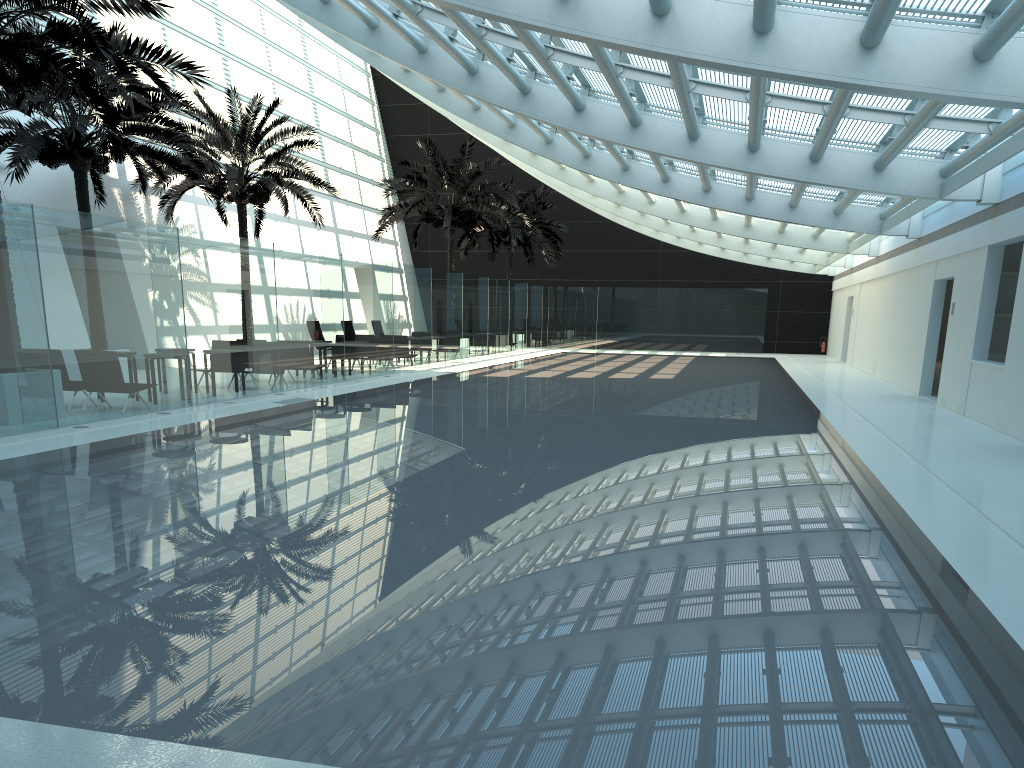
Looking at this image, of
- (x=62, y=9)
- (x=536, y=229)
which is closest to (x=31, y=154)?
(x=62, y=9)

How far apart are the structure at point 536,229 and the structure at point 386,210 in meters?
4.6 m

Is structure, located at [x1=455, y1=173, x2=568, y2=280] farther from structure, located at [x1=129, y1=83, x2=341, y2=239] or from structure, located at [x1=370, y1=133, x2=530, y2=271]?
structure, located at [x1=129, y1=83, x2=341, y2=239]

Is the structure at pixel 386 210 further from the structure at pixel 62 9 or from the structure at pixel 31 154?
the structure at pixel 62 9

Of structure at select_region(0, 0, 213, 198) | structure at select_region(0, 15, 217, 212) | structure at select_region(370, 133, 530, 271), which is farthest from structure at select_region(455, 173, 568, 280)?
structure at select_region(0, 0, 213, 198)

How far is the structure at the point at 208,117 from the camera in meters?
21.5

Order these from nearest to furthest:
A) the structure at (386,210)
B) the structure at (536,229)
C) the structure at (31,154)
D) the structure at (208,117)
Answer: the structure at (31,154) → the structure at (208,117) → the structure at (386,210) → the structure at (536,229)

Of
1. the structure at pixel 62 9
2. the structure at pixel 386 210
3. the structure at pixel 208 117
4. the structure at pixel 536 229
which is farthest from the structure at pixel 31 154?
the structure at pixel 536 229

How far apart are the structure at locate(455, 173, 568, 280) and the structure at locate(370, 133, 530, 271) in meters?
4.6

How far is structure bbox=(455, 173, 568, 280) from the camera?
35.95m
